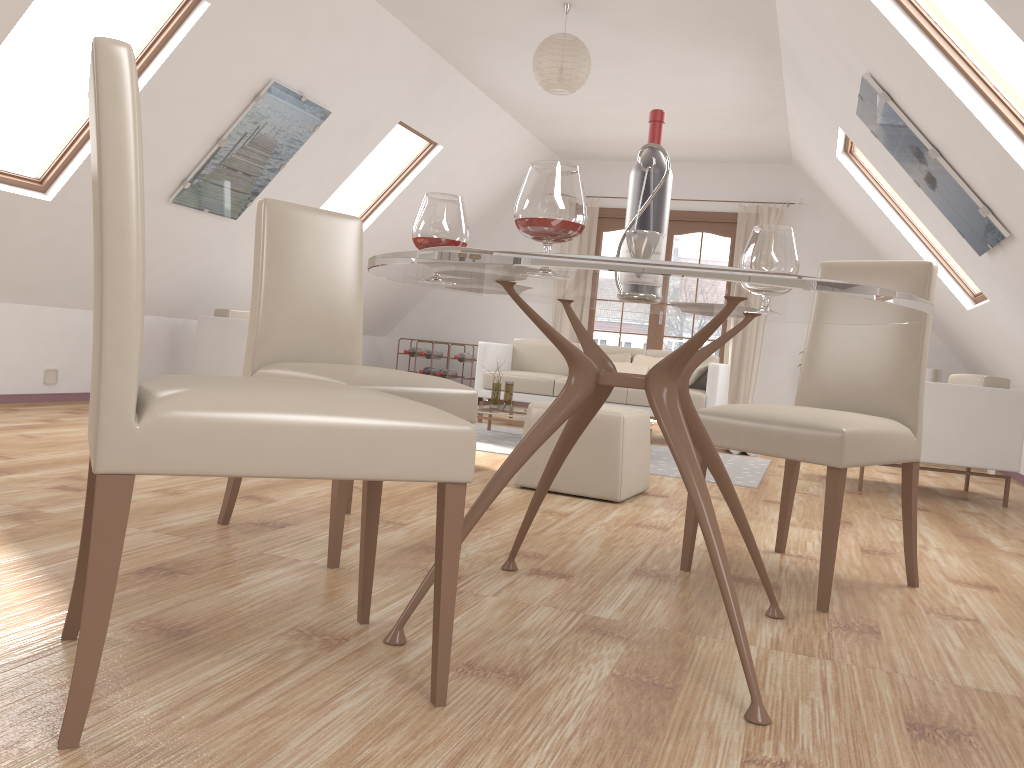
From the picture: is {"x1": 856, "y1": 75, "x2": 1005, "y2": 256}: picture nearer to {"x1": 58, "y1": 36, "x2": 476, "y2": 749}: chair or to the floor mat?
the floor mat

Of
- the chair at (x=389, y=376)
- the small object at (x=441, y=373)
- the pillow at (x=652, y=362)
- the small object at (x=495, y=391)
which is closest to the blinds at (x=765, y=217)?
the pillow at (x=652, y=362)

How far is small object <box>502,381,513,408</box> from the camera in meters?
6.1

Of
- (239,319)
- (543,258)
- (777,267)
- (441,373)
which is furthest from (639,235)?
(441,373)

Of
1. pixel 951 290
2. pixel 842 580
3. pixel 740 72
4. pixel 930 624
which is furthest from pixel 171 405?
pixel 951 290

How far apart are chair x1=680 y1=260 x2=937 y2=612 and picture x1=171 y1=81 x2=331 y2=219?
3.6m

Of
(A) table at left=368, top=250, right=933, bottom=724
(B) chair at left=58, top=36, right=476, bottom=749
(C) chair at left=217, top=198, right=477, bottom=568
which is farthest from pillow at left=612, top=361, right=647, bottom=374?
(B) chair at left=58, top=36, right=476, bottom=749

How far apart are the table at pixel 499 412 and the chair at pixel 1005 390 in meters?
2.4

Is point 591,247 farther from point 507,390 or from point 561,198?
point 561,198

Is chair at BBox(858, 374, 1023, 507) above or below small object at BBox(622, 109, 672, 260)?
below
